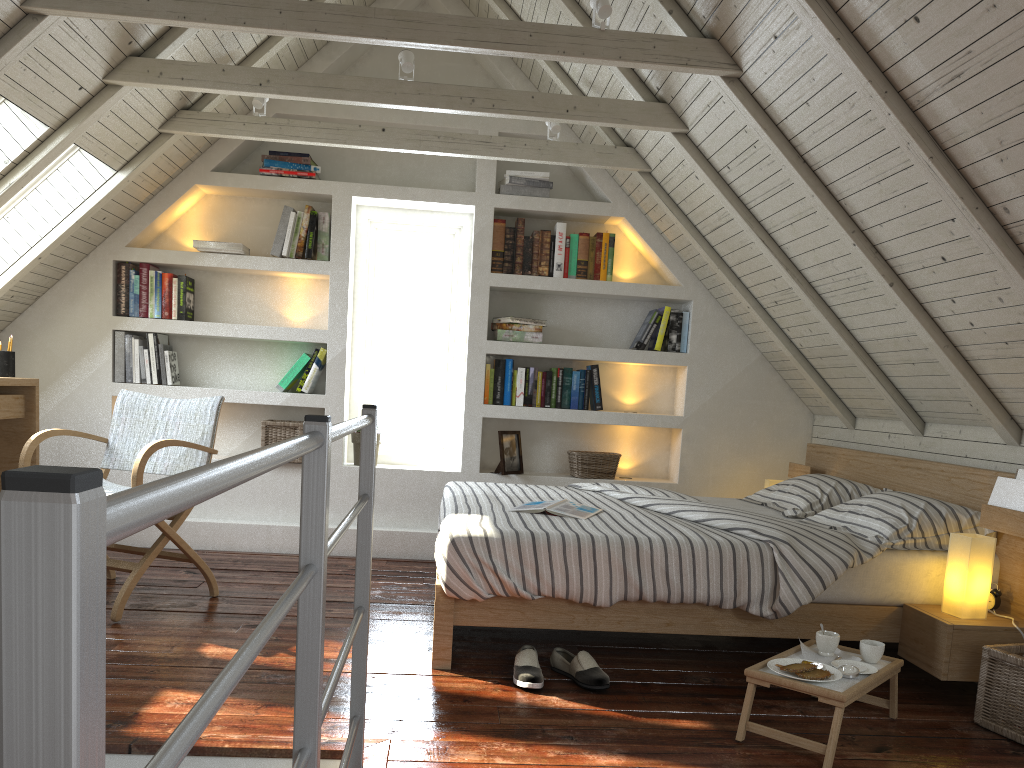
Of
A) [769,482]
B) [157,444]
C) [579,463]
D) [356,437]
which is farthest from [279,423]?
[769,482]

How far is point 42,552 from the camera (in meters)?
0.36

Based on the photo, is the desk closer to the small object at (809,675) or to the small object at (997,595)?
the small object at (809,675)

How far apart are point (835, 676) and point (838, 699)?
0.1 meters

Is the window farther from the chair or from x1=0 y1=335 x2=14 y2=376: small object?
the chair

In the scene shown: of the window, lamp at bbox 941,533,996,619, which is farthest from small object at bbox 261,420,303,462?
lamp at bbox 941,533,996,619

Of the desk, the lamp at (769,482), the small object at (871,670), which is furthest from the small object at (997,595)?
the desk

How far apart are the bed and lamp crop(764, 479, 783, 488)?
0.15m

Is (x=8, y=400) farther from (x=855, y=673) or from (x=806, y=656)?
(x=855, y=673)

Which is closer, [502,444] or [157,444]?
[157,444]
